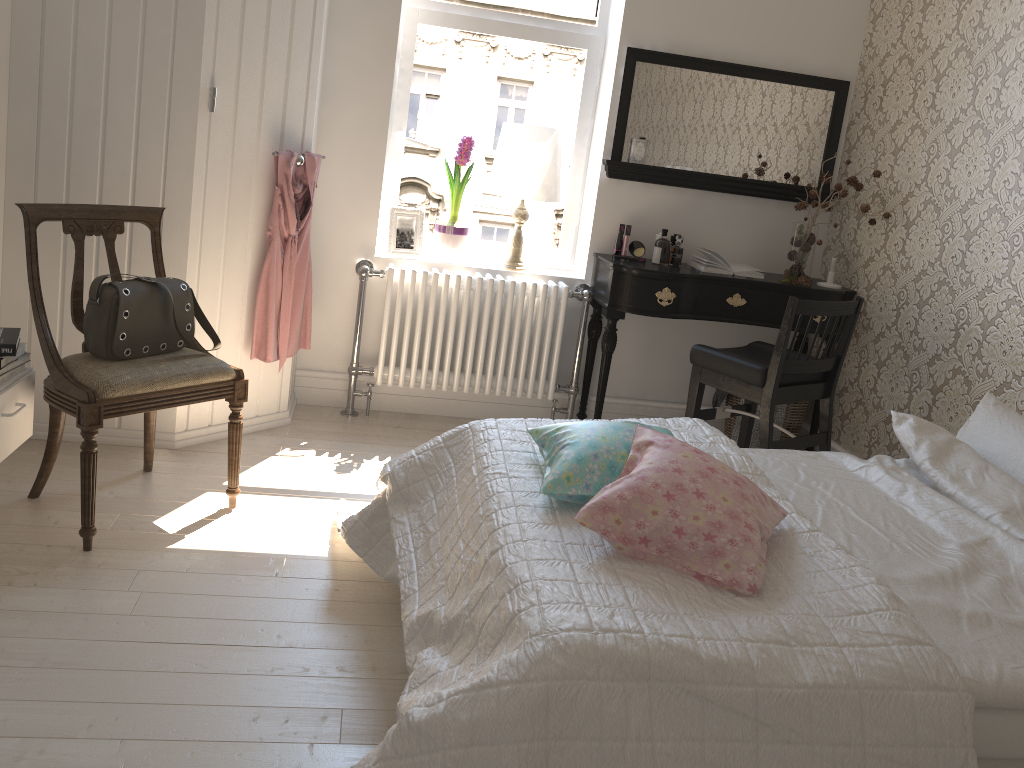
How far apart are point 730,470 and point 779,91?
2.65m

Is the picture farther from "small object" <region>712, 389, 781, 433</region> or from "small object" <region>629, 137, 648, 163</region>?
"small object" <region>712, 389, 781, 433</region>

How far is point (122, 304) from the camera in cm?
250

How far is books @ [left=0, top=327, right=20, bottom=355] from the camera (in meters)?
2.34

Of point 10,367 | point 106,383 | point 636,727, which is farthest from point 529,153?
point 636,727

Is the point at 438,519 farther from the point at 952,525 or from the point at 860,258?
the point at 860,258

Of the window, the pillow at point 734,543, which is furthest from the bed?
the window

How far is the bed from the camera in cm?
135

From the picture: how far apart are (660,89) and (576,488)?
2.48m

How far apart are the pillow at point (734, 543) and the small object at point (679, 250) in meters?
2.0
